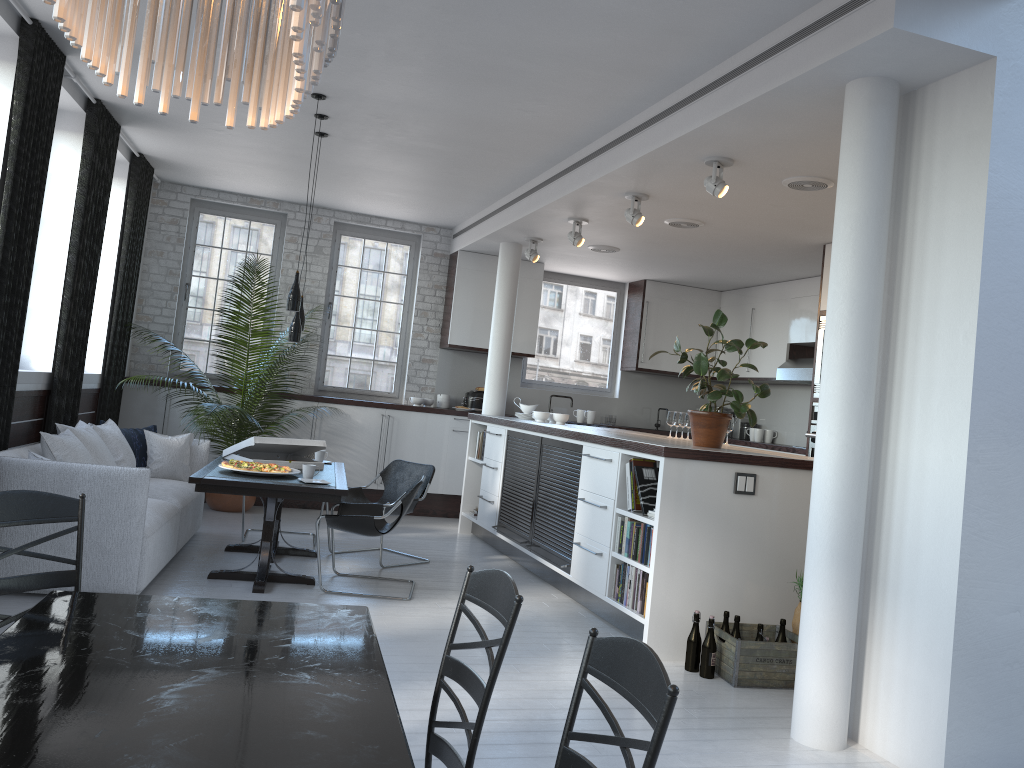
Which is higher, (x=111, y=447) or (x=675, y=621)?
(x=111, y=447)

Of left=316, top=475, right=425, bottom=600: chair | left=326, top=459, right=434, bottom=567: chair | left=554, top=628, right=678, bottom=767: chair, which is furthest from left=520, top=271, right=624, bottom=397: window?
left=554, top=628, right=678, bottom=767: chair

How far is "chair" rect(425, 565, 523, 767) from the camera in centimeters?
193cm

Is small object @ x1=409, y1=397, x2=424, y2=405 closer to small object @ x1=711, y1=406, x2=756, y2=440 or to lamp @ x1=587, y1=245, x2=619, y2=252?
lamp @ x1=587, y1=245, x2=619, y2=252

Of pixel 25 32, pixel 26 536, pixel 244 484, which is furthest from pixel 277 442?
pixel 25 32

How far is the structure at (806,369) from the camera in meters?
9.1 m

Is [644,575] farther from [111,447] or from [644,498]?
[111,447]

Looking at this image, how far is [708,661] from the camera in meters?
4.8 m

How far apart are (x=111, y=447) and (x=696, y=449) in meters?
4.2

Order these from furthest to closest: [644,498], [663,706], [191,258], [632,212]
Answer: [191,258] → [632,212] → [644,498] → [663,706]
